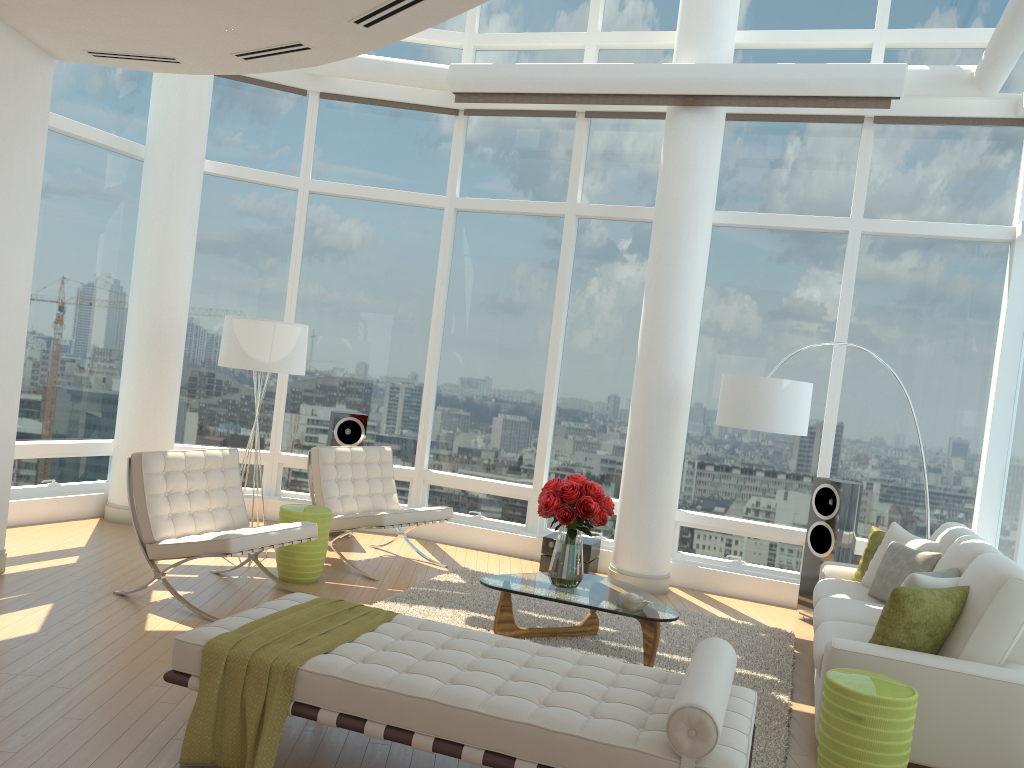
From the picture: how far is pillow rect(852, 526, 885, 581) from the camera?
6.3m

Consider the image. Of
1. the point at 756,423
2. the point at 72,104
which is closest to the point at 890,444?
the point at 756,423

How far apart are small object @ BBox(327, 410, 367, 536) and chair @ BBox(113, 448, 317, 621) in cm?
185

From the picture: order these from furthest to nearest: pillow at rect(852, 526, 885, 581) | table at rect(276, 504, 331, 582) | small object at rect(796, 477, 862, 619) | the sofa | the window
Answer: the window → small object at rect(796, 477, 862, 619) → table at rect(276, 504, 331, 582) → pillow at rect(852, 526, 885, 581) → the sofa

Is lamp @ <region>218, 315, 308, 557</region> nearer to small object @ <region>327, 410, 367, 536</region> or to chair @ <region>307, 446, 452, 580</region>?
chair @ <region>307, 446, 452, 580</region>

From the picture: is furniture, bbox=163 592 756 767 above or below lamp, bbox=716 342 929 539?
below

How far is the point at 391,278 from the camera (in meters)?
9.03

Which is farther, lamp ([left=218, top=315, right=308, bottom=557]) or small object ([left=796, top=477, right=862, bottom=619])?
small object ([left=796, top=477, right=862, bottom=619])

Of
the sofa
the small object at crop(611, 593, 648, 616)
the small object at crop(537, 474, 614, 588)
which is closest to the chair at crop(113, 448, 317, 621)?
the small object at crop(537, 474, 614, 588)

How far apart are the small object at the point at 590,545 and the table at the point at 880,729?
3.6m
